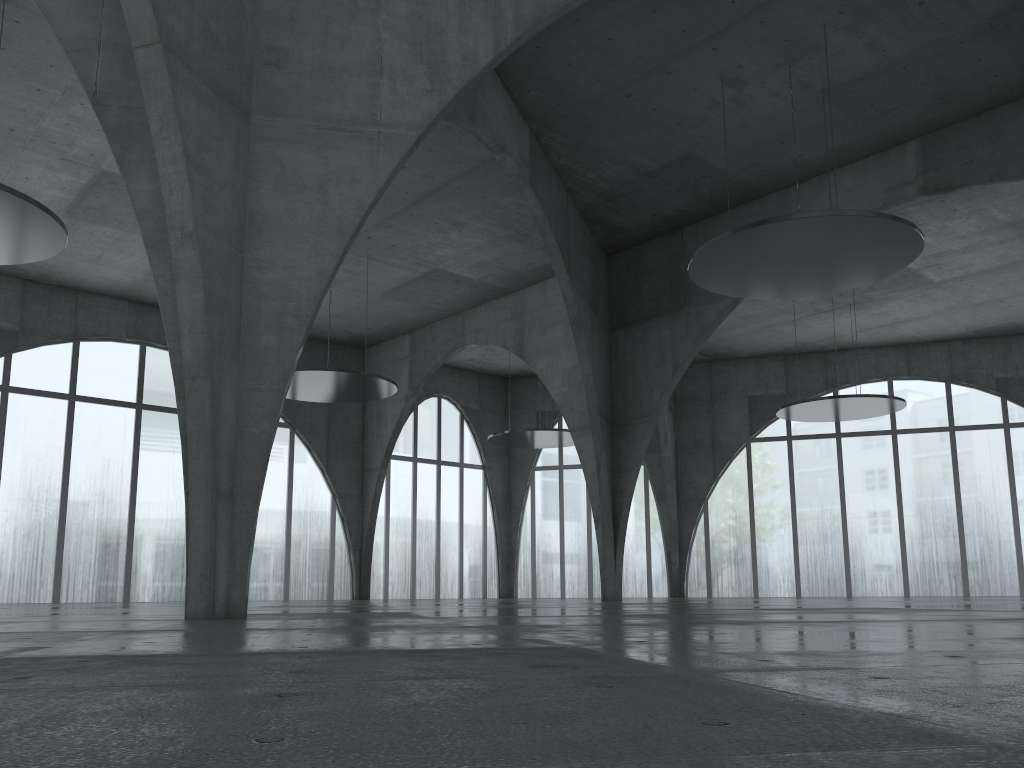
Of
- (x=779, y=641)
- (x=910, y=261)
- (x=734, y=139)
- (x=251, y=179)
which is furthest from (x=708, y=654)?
(x=734, y=139)

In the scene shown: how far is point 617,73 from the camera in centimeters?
4325cm
